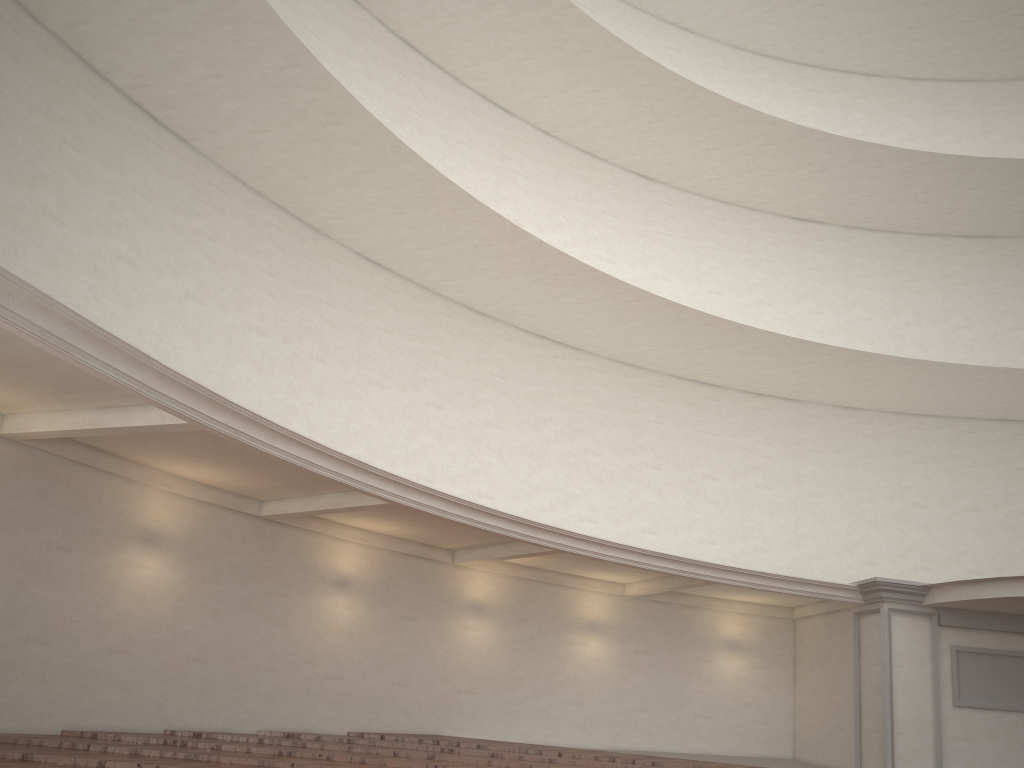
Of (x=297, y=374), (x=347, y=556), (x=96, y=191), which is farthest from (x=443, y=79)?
(x=347, y=556)
